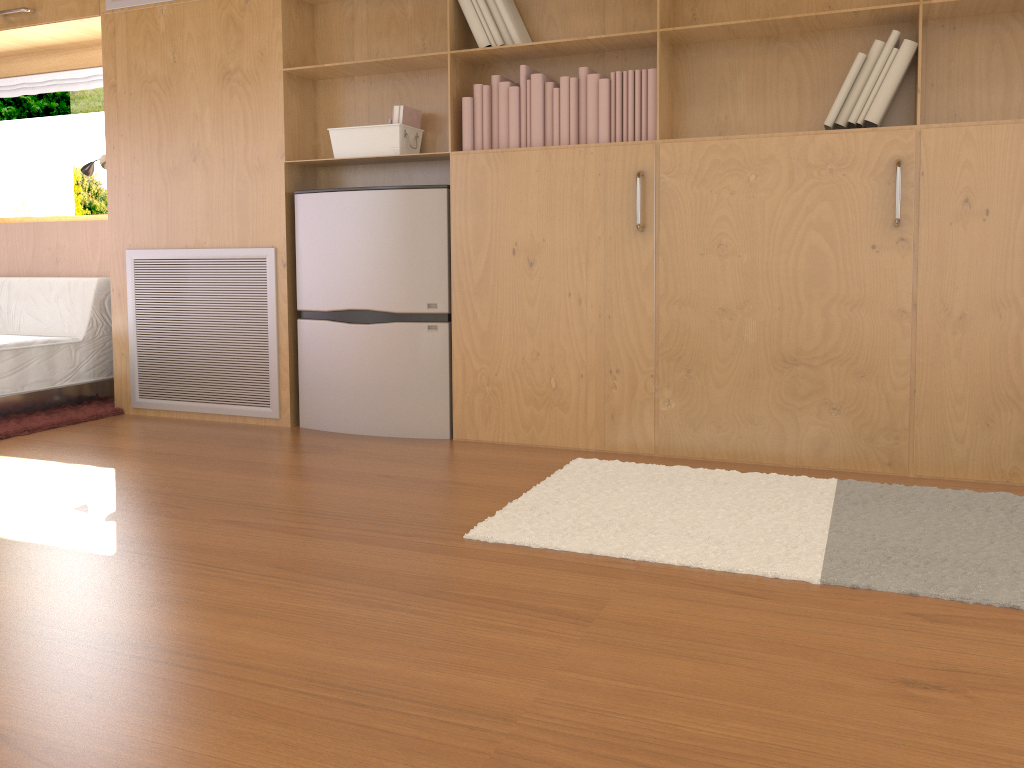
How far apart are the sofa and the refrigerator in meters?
1.2

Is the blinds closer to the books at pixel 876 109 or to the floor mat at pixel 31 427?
the floor mat at pixel 31 427

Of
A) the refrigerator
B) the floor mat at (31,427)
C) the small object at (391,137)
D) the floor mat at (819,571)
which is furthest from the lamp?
the floor mat at (819,571)

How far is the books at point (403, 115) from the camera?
3.4m

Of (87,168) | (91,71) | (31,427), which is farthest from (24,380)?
(91,71)

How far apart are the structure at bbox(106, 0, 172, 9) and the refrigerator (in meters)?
1.19

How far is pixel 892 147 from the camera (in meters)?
2.73

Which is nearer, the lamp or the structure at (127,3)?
the structure at (127,3)

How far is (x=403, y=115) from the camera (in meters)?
3.40

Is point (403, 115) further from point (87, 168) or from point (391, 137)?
point (87, 168)
